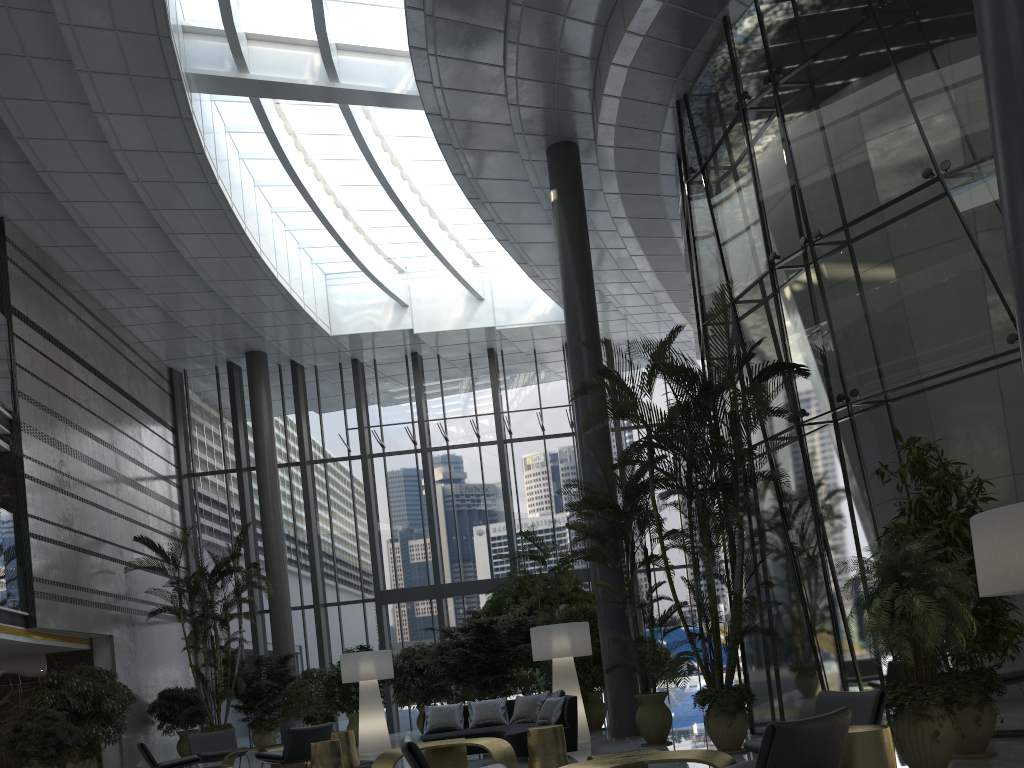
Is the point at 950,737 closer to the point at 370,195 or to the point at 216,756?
the point at 216,756

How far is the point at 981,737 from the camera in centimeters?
604cm

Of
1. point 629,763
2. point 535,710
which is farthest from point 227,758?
point 629,763

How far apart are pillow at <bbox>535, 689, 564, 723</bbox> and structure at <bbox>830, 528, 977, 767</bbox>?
4.6 meters

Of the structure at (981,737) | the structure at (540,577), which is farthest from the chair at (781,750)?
the structure at (540,577)

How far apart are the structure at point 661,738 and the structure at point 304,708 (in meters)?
7.01

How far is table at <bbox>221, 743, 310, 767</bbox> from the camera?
10.3 meters

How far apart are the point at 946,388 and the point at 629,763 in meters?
5.0 m

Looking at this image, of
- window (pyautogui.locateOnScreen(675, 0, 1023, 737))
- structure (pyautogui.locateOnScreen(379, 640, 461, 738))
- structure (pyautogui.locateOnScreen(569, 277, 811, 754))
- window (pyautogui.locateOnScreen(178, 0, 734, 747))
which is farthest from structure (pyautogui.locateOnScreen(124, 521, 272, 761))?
window (pyautogui.locateOnScreen(675, 0, 1023, 737))

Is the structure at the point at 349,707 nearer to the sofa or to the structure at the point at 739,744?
the sofa
